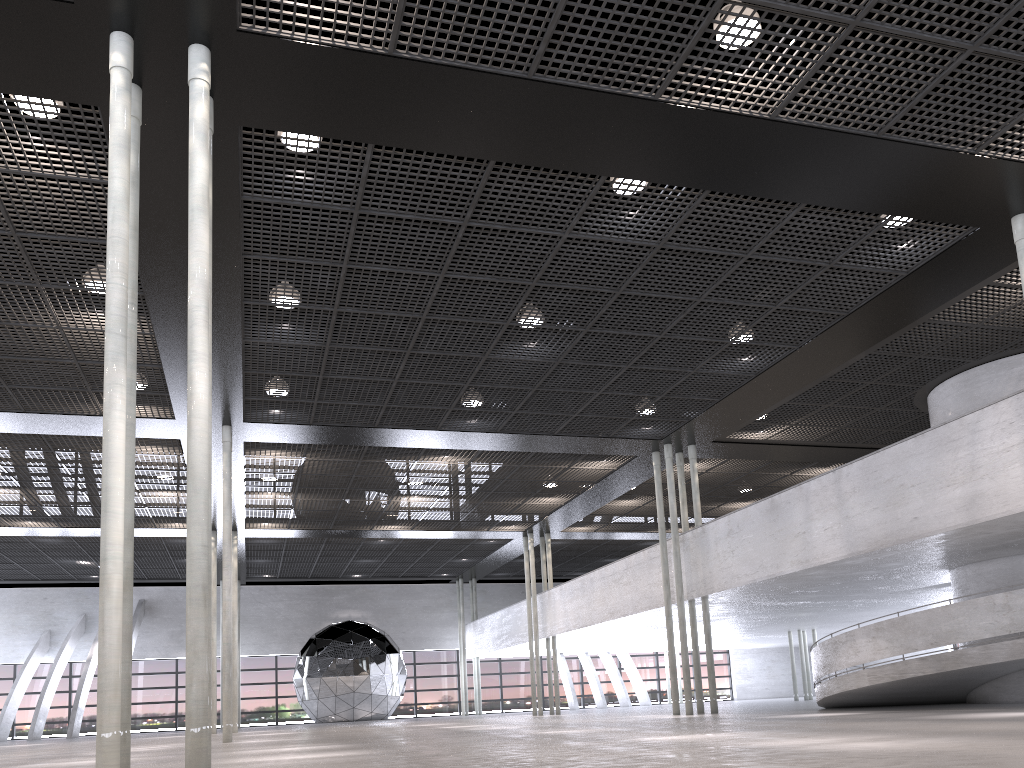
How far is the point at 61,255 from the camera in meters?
10.9

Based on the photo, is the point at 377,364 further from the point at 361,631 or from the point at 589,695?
the point at 589,695
